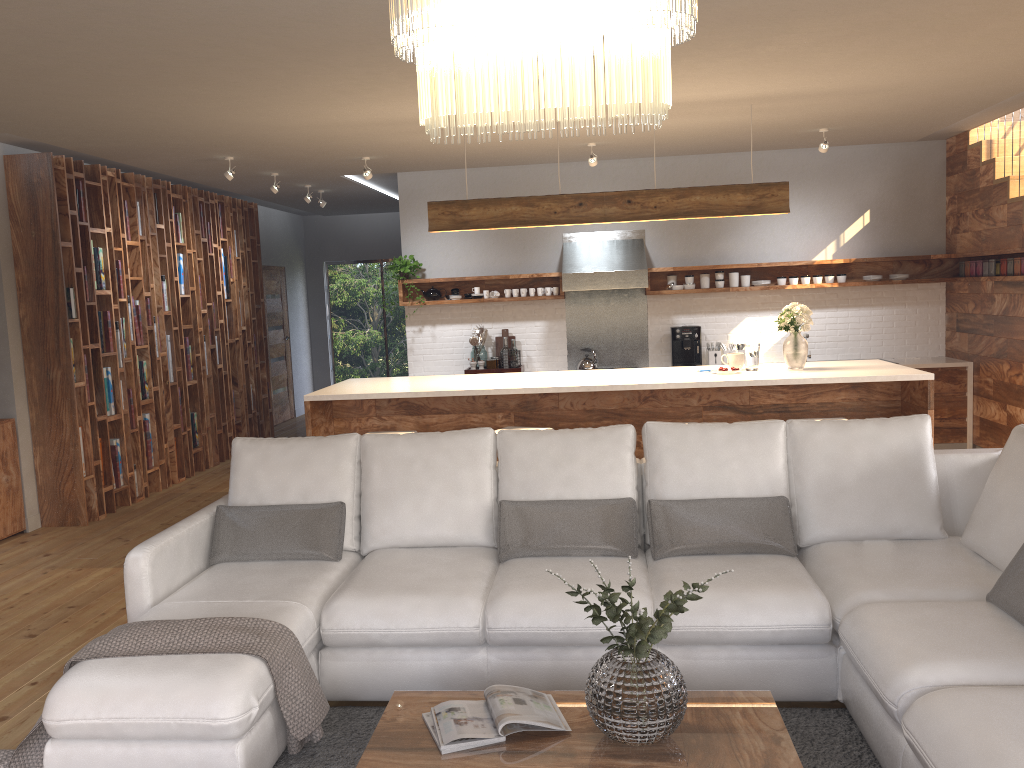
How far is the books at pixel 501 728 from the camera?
2.5m

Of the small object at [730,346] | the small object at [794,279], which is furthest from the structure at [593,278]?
the small object at [794,279]

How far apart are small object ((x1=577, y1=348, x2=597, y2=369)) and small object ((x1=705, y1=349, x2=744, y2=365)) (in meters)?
1.10

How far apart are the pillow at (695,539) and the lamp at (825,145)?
4.2m

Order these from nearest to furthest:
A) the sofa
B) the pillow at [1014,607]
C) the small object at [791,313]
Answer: the sofa < the pillow at [1014,607] < the small object at [791,313]

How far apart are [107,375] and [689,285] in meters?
5.1

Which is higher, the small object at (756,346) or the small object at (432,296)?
the small object at (432,296)

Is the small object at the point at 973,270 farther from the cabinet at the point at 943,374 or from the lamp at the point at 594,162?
the lamp at the point at 594,162

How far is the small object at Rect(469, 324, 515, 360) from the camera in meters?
8.6 m

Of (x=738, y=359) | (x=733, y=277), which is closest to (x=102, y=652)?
(x=738, y=359)
